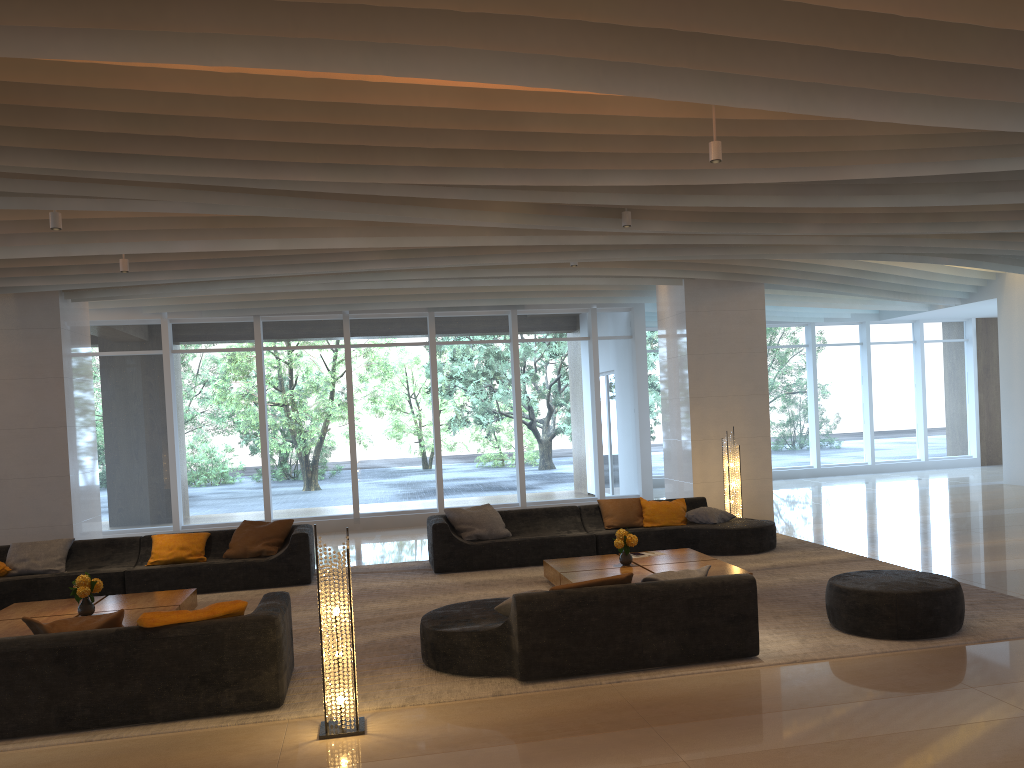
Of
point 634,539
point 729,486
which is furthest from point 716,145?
point 729,486

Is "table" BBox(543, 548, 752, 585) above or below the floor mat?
above

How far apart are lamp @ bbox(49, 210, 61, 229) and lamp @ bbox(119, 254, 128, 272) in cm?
216

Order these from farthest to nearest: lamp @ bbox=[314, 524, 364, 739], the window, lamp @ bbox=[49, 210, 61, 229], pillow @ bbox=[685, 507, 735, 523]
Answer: the window → pillow @ bbox=[685, 507, 735, 523] → lamp @ bbox=[49, 210, 61, 229] → lamp @ bbox=[314, 524, 364, 739]

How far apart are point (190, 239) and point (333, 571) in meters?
4.9 m

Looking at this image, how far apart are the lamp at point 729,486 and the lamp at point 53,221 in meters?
8.2 m

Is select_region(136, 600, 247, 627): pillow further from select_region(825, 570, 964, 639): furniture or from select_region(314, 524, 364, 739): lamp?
select_region(825, 570, 964, 639): furniture

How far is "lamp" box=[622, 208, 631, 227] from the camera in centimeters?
844cm

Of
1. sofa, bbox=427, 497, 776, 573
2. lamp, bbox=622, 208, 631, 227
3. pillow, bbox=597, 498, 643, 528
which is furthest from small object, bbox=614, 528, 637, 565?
lamp, bbox=622, 208, 631, 227

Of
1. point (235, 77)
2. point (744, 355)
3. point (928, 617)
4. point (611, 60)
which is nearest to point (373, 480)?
point (744, 355)
